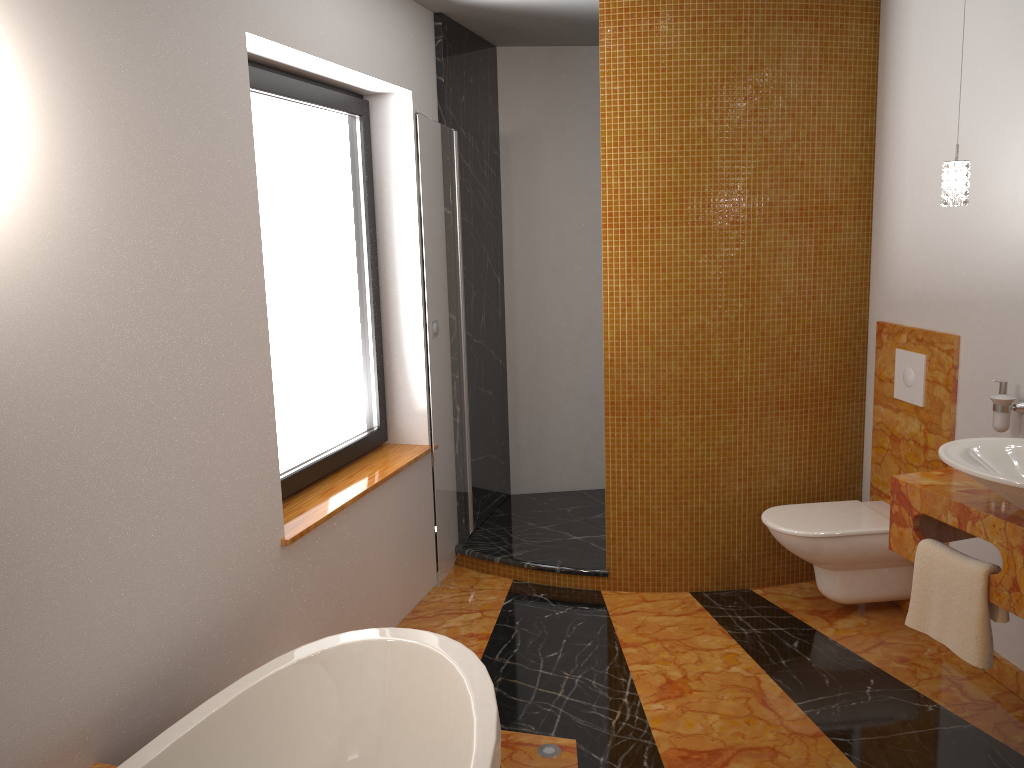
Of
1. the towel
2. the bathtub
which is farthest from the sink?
the bathtub

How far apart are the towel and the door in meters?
1.7 m

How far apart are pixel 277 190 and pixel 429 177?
0.6 meters

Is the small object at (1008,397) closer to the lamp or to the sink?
the sink

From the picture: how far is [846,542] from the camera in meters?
3.4 m

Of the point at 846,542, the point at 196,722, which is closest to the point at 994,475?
the point at 846,542

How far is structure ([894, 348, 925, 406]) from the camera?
3.38m

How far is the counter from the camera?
2.3m

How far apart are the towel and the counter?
0.0m

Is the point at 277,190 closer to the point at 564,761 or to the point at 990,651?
the point at 564,761
